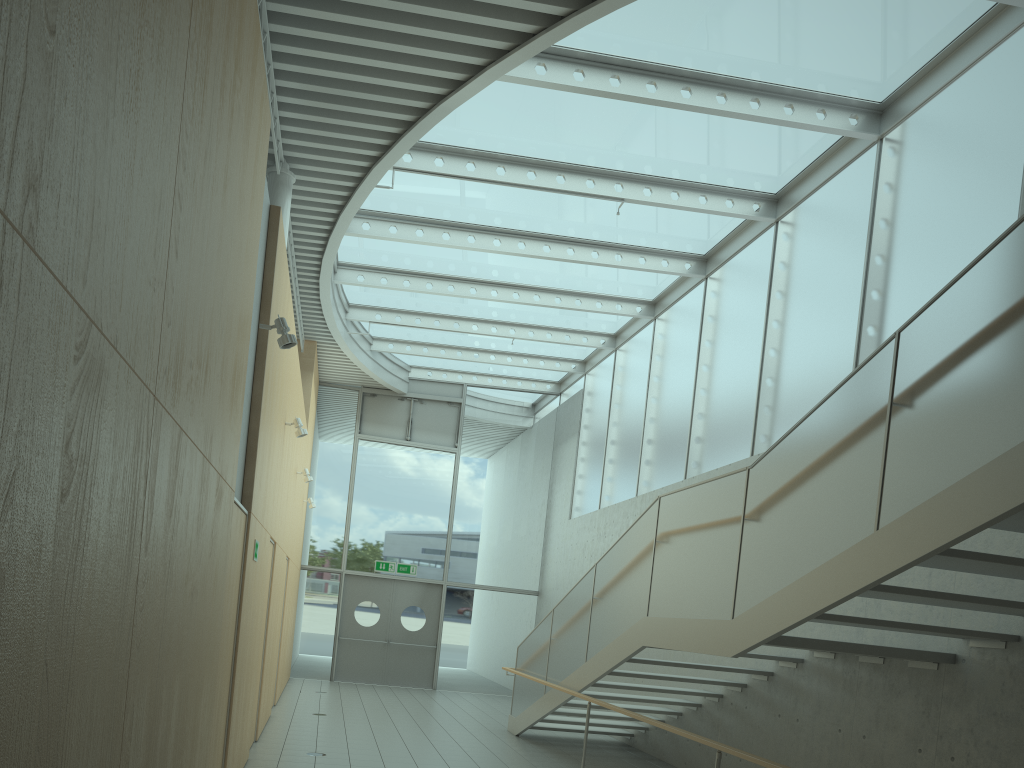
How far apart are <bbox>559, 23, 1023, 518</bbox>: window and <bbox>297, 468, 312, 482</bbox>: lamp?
4.6m

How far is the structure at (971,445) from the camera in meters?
3.7 m

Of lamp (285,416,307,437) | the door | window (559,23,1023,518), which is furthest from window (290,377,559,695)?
lamp (285,416,307,437)

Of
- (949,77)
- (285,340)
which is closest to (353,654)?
(285,340)

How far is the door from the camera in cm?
1586

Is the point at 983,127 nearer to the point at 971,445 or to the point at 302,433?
the point at 971,445

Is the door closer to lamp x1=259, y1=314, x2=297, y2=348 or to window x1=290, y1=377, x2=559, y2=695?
window x1=290, y1=377, x2=559, y2=695

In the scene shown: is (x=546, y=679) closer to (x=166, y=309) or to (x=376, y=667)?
(x=376, y=667)

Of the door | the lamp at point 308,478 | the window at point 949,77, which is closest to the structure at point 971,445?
the window at point 949,77

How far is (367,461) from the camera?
16.70m
